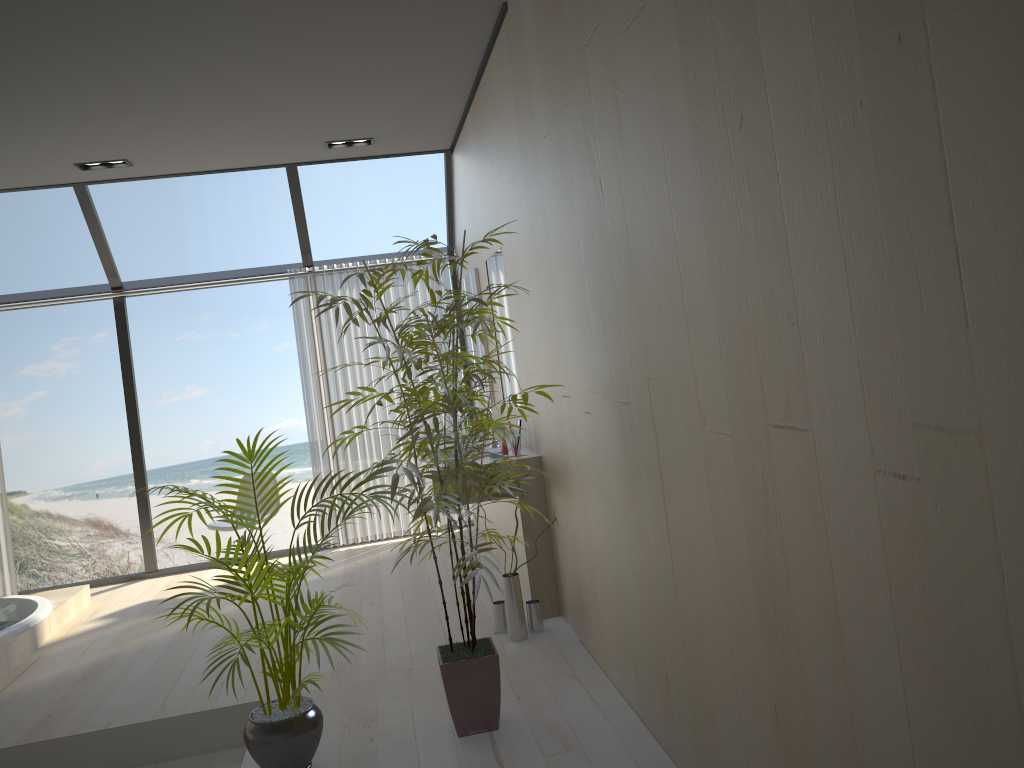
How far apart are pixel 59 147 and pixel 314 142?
1.4m

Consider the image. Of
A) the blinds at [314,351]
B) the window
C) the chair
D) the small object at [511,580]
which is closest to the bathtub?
the window

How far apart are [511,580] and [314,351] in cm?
312

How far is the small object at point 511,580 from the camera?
4.0 meters

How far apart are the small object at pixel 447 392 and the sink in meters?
1.2 m

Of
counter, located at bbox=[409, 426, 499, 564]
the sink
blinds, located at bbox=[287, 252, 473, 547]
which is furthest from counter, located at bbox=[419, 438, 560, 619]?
blinds, located at bbox=[287, 252, 473, 547]

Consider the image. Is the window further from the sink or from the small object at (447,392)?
the small object at (447,392)

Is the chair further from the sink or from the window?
the sink

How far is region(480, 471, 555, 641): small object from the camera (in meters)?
4.03

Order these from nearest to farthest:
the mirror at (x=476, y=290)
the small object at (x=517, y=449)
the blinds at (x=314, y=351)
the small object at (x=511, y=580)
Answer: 1. the small object at (x=511, y=580)
2. the small object at (x=517, y=449)
3. the mirror at (x=476, y=290)
4. the blinds at (x=314, y=351)
